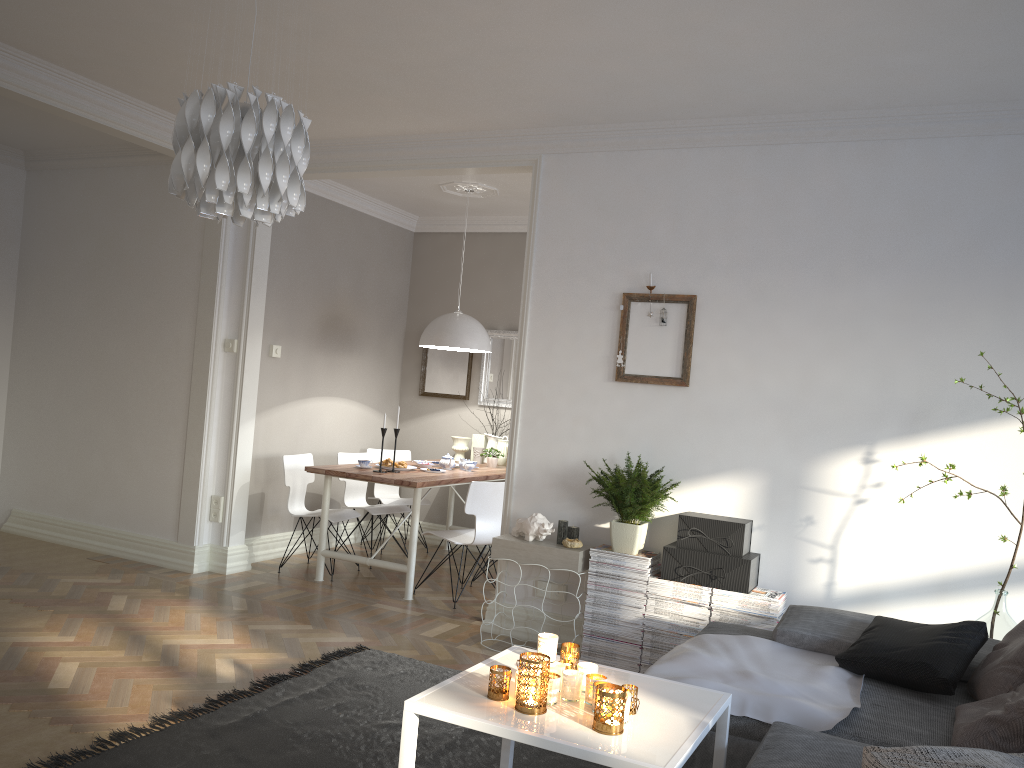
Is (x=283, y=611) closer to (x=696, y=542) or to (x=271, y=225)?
(x=696, y=542)

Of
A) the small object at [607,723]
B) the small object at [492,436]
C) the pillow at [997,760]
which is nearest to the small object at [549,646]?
Result: the small object at [607,723]

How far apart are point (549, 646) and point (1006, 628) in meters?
2.2 m

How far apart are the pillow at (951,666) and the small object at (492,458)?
3.8m

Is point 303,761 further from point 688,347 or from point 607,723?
point 688,347

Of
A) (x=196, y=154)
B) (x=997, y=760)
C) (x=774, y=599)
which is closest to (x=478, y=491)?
(x=774, y=599)

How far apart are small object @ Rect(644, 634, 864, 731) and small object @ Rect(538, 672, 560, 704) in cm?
66

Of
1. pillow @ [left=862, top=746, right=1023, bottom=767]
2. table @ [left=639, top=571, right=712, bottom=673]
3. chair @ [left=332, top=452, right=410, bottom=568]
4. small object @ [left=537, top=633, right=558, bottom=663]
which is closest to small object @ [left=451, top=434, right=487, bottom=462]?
chair @ [left=332, top=452, right=410, bottom=568]

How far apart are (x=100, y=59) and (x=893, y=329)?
4.04m

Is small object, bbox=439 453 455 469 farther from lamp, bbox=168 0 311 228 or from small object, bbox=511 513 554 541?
lamp, bbox=168 0 311 228
